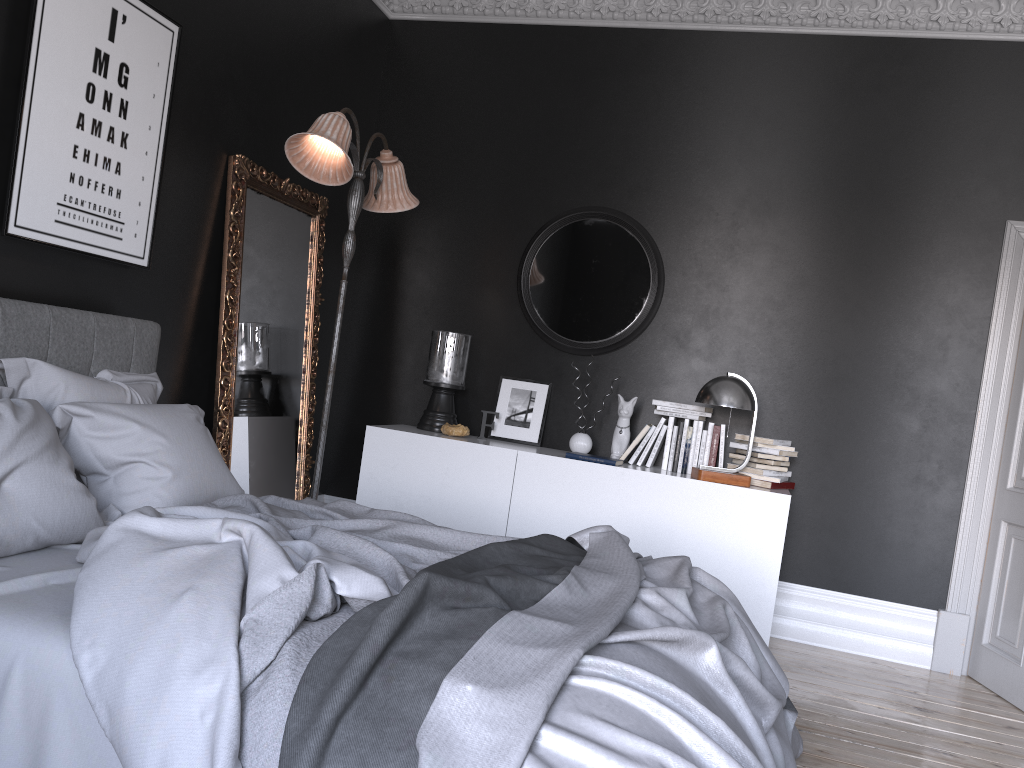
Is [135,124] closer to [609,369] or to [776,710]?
[609,369]

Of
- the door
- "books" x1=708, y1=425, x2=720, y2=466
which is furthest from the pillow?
the door

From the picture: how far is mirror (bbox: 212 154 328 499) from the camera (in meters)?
4.46

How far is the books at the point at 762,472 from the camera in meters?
4.8 m

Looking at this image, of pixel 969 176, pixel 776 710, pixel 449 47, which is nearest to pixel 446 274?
pixel 449 47

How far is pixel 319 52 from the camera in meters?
5.1

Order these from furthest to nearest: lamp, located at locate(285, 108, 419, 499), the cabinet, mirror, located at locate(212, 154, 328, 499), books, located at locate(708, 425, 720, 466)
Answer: books, located at locate(708, 425, 720, 466) < the cabinet < mirror, located at locate(212, 154, 328, 499) < lamp, located at locate(285, 108, 419, 499)

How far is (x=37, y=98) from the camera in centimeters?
321cm

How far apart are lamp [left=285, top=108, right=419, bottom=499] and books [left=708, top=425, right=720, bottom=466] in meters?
2.1 m

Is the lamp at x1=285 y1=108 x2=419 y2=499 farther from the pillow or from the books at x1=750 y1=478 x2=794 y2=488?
the books at x1=750 y1=478 x2=794 y2=488
